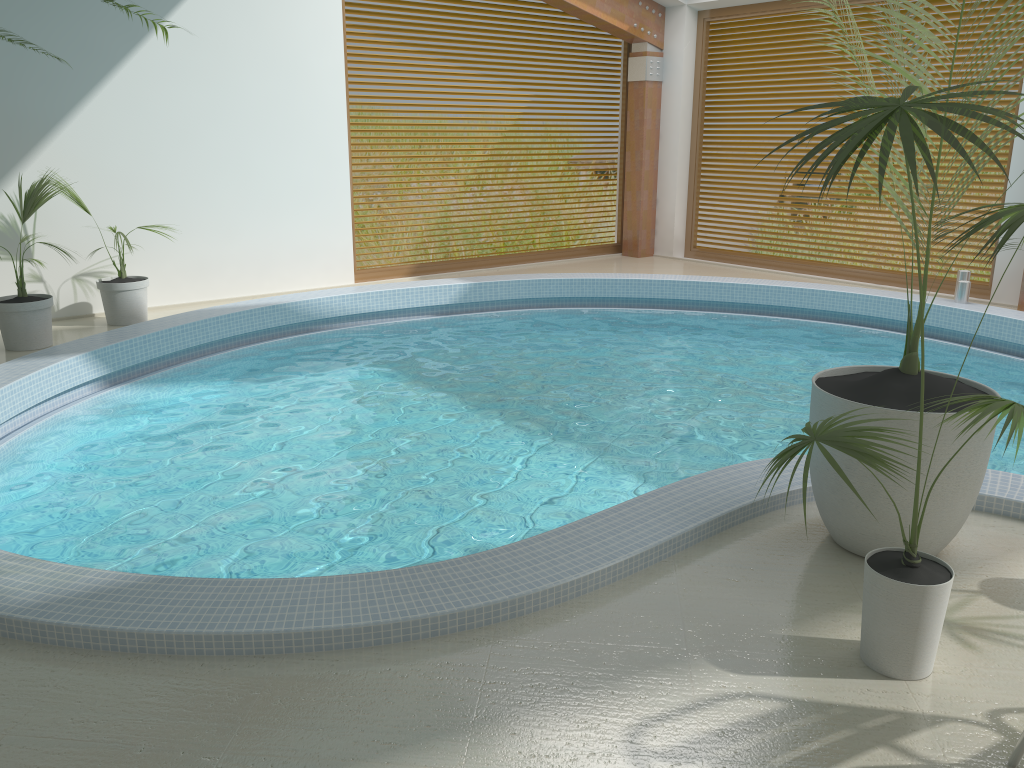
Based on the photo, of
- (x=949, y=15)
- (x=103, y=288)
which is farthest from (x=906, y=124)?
(x=949, y=15)

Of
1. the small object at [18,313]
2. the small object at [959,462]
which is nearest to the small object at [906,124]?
the small object at [959,462]

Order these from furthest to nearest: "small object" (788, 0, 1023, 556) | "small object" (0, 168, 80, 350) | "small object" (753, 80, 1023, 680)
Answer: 1. "small object" (0, 168, 80, 350)
2. "small object" (788, 0, 1023, 556)
3. "small object" (753, 80, 1023, 680)

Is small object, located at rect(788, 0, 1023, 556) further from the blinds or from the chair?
the blinds

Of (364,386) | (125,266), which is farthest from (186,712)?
(125,266)

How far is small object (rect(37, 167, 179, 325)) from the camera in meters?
7.3 m

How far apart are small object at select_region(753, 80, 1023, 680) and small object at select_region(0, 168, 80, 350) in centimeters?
580cm

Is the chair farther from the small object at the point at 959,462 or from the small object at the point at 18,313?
the small object at the point at 18,313

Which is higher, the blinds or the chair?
the blinds

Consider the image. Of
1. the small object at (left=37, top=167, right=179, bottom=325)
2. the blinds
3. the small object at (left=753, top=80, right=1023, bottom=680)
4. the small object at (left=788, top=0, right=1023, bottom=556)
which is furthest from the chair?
the blinds
